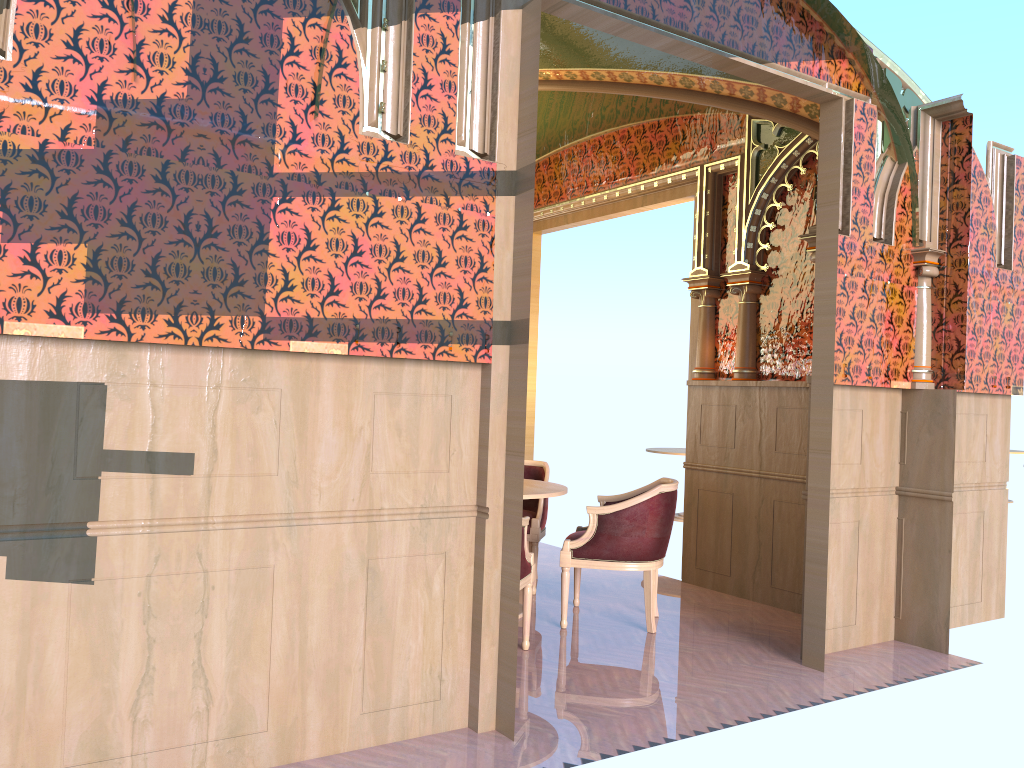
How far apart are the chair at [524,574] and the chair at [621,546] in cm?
50

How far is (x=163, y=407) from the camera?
2.89m

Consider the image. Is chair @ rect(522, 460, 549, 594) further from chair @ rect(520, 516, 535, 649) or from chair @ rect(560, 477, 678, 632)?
chair @ rect(520, 516, 535, 649)

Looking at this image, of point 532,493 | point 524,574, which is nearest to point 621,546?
point 532,493

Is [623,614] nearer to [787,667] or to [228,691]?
[787,667]

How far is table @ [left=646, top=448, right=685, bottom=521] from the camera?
9.9 meters

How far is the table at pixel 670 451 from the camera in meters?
9.9 m

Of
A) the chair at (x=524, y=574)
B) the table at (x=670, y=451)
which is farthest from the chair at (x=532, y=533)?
the table at (x=670, y=451)

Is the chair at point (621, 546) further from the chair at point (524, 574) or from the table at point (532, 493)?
the chair at point (524, 574)

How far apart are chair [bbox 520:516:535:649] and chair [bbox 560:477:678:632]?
0.50m
